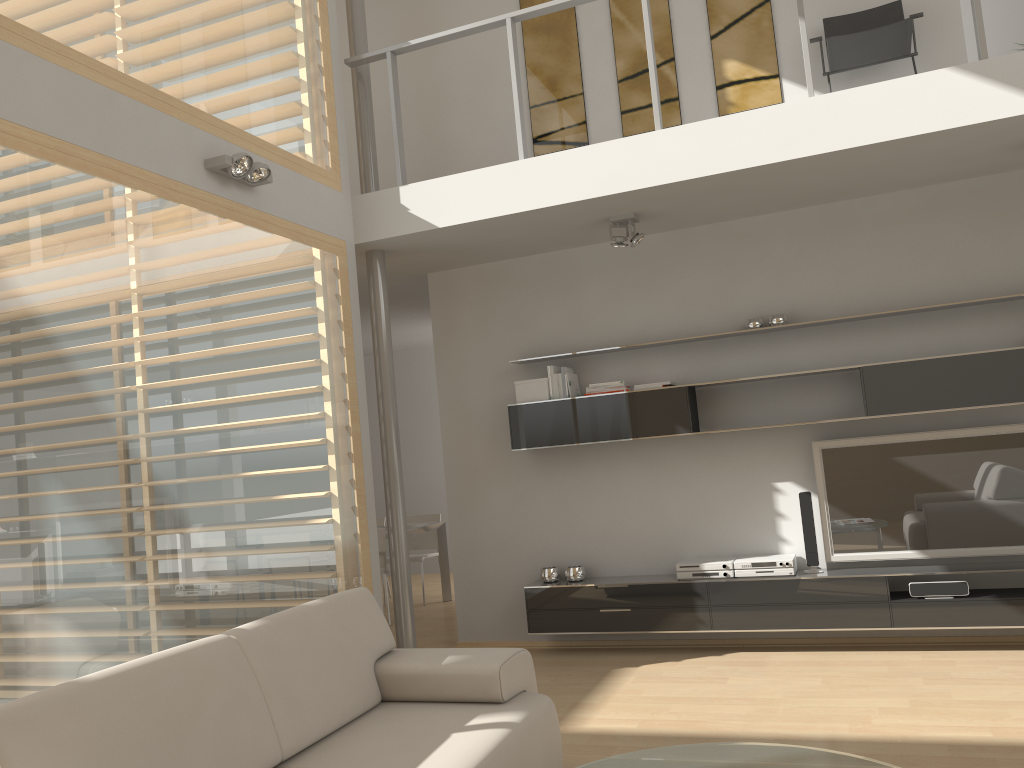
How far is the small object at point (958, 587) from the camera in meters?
4.9 m

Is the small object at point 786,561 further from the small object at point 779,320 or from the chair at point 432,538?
the chair at point 432,538

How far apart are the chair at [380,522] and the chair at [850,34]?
5.9m

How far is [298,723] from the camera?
2.9m

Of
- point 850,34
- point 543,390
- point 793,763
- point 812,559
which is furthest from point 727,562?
point 850,34

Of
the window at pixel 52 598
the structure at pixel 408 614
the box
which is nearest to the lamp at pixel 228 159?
the window at pixel 52 598

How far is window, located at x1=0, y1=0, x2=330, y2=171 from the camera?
3.65m

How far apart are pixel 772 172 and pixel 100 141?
3.3 meters

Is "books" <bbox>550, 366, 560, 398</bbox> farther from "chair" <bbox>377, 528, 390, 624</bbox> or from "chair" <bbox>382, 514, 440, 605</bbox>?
"chair" <bbox>382, 514, 440, 605</bbox>

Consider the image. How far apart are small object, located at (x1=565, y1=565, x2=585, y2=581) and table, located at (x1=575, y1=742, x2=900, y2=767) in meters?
3.0 m
